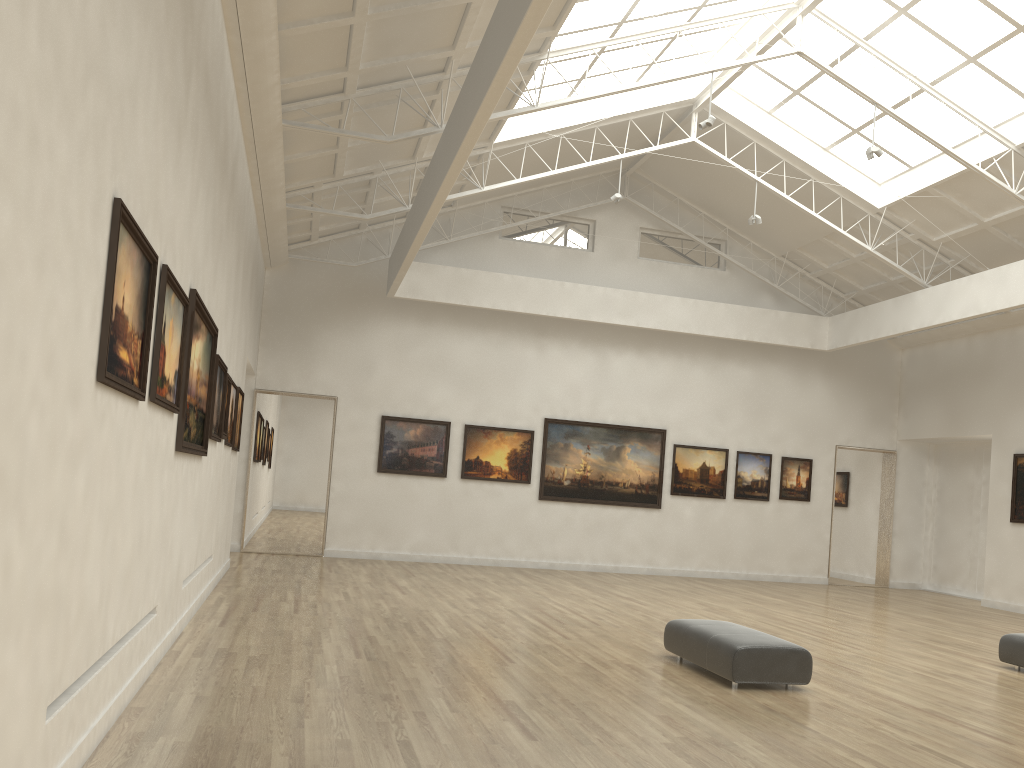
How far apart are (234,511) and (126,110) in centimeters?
2383cm
